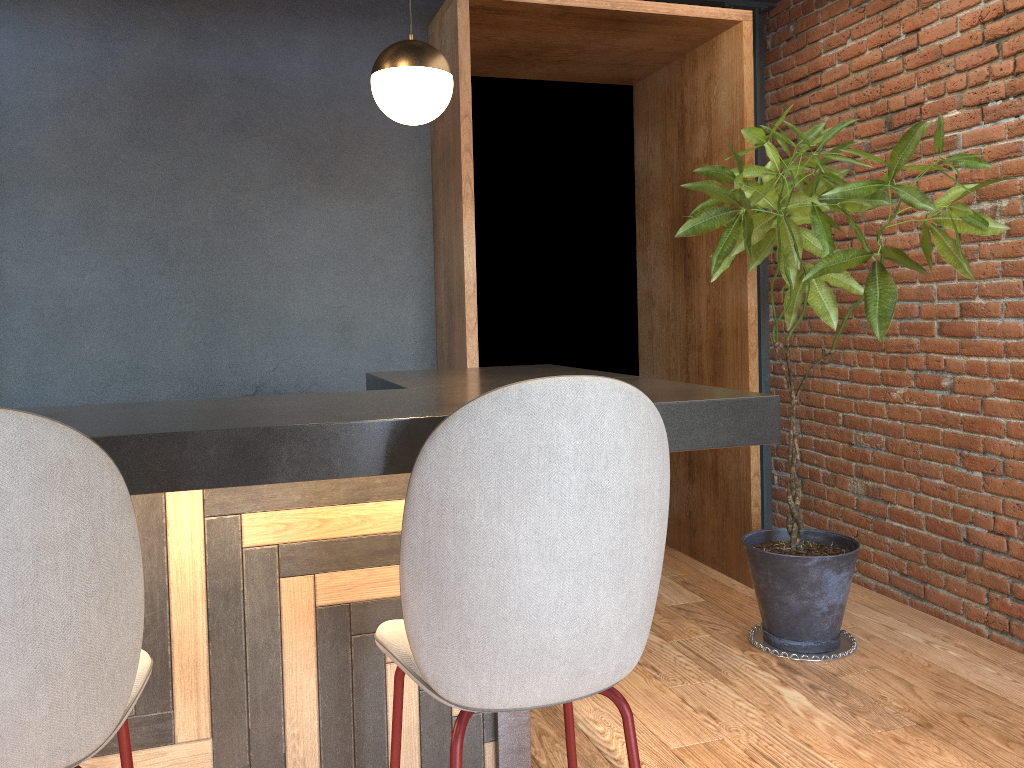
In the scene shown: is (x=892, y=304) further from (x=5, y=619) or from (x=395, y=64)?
(x=5, y=619)

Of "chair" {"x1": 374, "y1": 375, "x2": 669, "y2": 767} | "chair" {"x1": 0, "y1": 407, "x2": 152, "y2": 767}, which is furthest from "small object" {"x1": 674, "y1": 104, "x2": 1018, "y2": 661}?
"chair" {"x1": 0, "y1": 407, "x2": 152, "y2": 767}

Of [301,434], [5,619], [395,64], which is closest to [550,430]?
[301,434]

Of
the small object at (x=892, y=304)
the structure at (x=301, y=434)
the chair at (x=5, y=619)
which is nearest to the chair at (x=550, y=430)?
the structure at (x=301, y=434)

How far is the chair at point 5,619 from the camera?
1.0m

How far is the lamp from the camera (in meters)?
2.73

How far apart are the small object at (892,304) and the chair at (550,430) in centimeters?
180cm

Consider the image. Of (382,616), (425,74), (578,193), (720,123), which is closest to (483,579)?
(382,616)

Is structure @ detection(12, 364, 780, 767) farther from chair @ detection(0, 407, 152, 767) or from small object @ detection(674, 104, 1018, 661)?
small object @ detection(674, 104, 1018, 661)

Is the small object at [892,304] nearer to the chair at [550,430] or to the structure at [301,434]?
the structure at [301,434]
